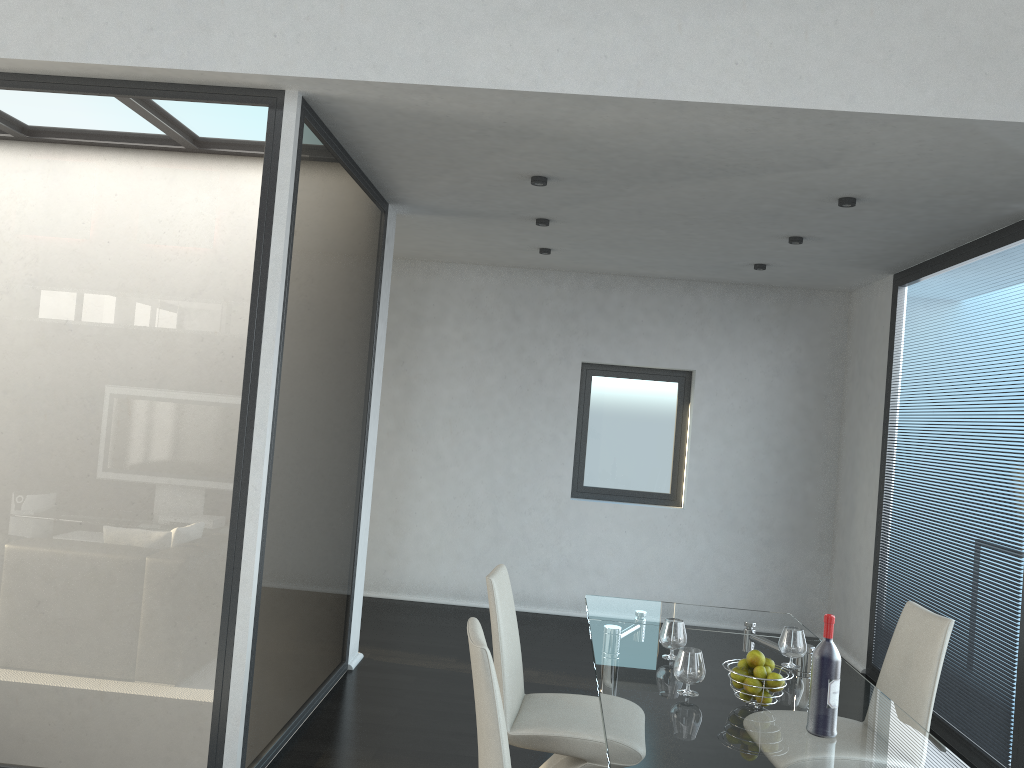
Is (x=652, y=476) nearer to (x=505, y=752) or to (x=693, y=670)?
(x=693, y=670)

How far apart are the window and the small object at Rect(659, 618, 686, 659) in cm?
403

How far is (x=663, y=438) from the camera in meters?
7.2

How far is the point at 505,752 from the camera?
2.18m

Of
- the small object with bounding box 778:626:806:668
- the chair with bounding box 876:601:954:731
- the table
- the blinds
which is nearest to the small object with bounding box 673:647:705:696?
the table

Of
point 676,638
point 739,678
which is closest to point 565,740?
point 676,638

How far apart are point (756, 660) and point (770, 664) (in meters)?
0.07

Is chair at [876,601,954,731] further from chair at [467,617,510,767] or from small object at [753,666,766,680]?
chair at [467,617,510,767]

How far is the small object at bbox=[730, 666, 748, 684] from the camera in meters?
2.6 m

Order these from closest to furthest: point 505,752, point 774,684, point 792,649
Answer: point 505,752, point 774,684, point 792,649
